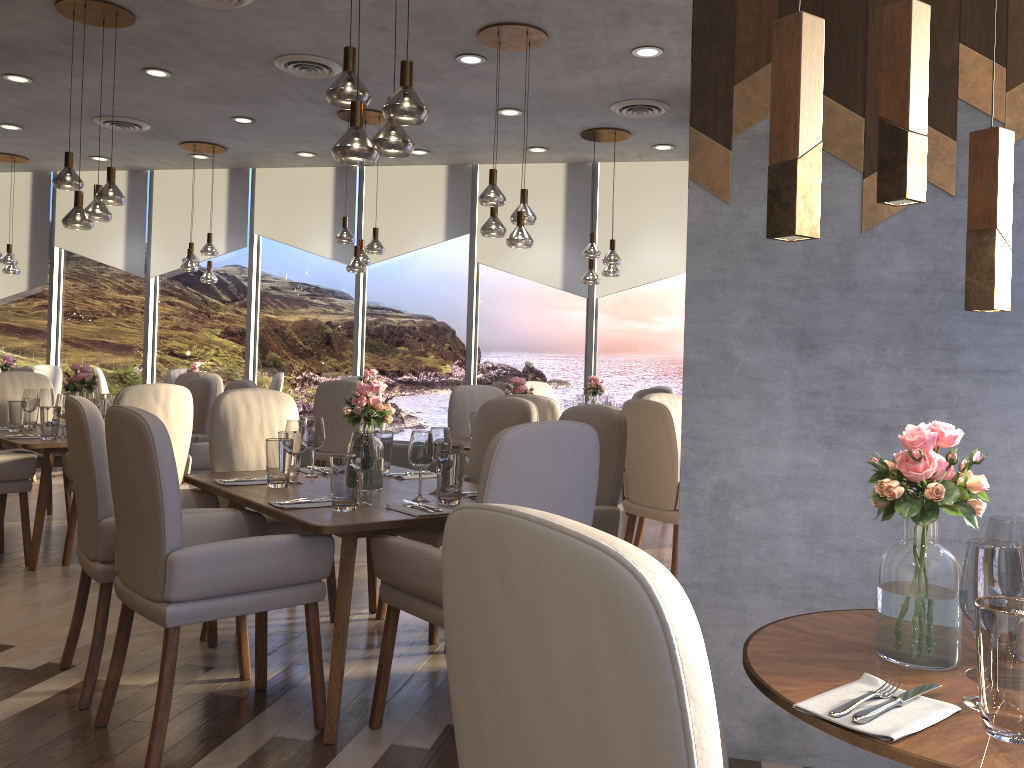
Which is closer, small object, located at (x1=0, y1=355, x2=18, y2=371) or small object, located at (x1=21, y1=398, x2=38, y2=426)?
small object, located at (x1=21, y1=398, x2=38, y2=426)

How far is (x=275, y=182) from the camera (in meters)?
9.57

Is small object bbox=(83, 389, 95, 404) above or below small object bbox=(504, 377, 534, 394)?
below

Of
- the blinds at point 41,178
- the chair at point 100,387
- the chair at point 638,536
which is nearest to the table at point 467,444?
the chair at point 638,536

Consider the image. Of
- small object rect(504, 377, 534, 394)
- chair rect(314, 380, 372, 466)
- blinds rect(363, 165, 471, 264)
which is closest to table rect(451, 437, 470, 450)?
small object rect(504, 377, 534, 394)

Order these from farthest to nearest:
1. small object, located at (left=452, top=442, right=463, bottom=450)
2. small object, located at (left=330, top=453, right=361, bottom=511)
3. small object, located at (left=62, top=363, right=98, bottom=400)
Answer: small object, located at (left=62, top=363, right=98, bottom=400) < small object, located at (left=452, top=442, right=463, bottom=450) < small object, located at (left=330, top=453, right=361, bottom=511)

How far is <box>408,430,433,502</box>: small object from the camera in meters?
3.0 m

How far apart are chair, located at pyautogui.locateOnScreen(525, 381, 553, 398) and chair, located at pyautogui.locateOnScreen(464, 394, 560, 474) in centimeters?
372cm

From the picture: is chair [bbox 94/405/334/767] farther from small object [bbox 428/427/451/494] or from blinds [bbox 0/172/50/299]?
blinds [bbox 0/172/50/299]

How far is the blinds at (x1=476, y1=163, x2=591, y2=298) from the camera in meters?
8.9 m
